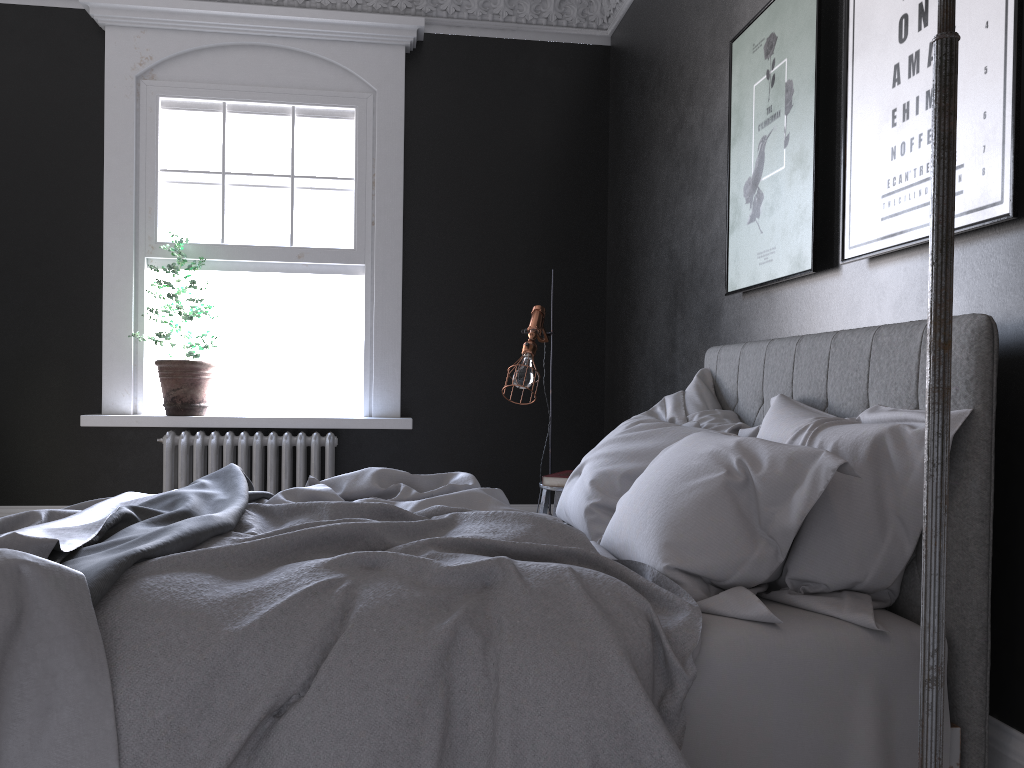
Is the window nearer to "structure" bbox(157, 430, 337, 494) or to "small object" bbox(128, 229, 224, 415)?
"small object" bbox(128, 229, 224, 415)

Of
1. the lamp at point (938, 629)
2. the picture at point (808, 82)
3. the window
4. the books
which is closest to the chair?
the books

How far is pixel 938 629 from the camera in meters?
1.3

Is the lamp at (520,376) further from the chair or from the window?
the window

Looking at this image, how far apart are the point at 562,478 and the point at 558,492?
0.07m

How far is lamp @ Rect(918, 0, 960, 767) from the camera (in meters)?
1.29

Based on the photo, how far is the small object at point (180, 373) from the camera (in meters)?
5.39

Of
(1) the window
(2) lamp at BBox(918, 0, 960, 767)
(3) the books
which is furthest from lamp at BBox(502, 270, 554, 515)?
(2) lamp at BBox(918, 0, 960, 767)

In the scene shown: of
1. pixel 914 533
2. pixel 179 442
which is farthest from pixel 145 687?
pixel 179 442

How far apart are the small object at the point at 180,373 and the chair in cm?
246
